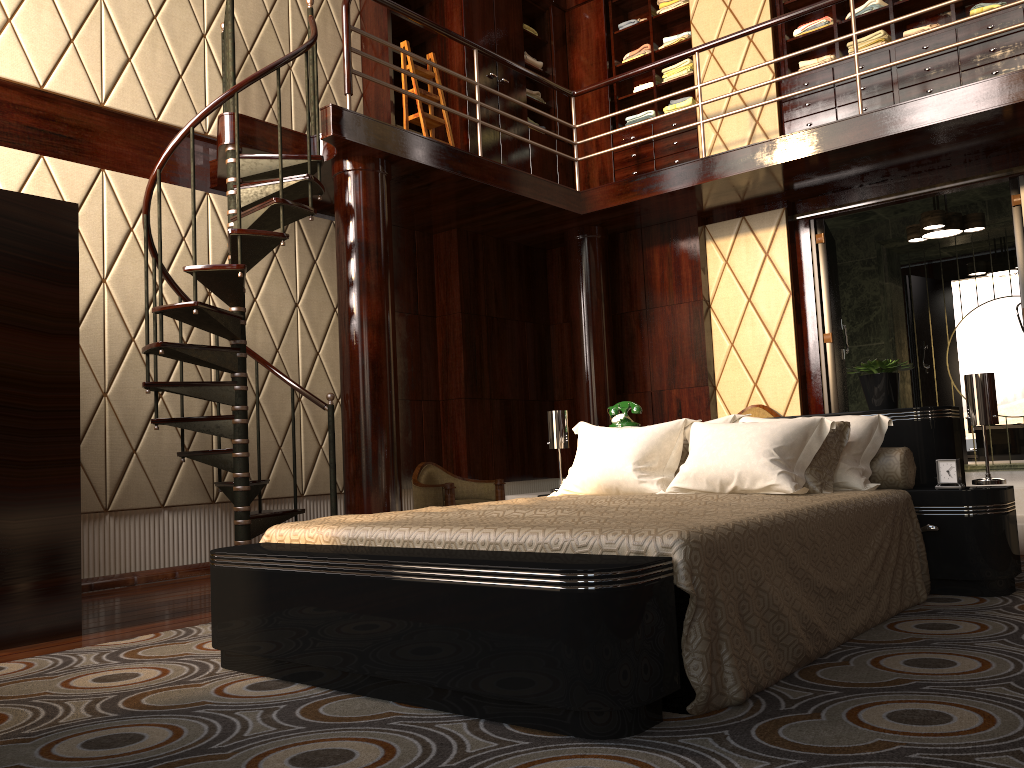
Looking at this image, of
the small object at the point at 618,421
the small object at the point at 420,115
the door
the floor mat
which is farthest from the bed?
the small object at the point at 420,115

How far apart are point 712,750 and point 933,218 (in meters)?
5.32

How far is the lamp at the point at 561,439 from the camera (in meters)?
4.17

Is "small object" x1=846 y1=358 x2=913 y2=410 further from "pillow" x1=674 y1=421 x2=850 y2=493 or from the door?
the door

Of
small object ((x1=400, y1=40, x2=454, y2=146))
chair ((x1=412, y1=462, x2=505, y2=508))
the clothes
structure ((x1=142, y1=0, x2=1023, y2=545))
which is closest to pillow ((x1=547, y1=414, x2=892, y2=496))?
structure ((x1=142, y1=0, x2=1023, y2=545))

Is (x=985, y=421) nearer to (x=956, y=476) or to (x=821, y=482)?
(x=956, y=476)

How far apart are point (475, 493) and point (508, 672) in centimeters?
388cm

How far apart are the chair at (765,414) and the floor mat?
2.69m

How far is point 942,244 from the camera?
7.1 meters

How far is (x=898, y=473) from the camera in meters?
3.2 m
